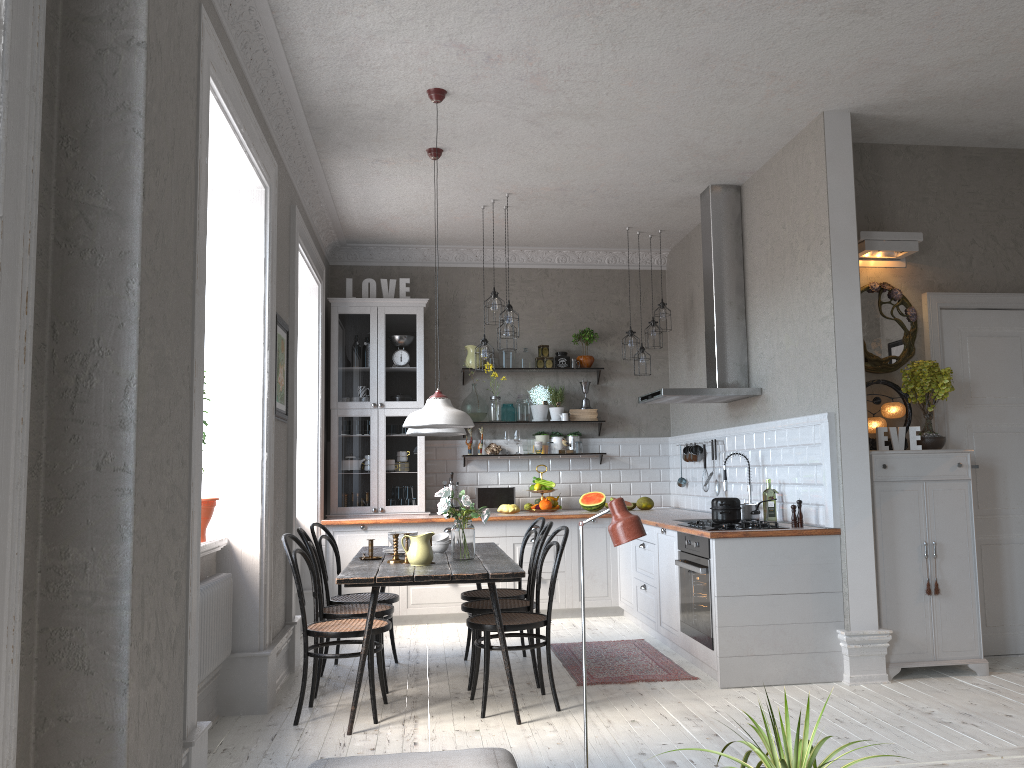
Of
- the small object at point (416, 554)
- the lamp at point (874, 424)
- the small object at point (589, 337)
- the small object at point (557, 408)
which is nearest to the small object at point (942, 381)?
the lamp at point (874, 424)

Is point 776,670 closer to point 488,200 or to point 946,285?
point 946,285

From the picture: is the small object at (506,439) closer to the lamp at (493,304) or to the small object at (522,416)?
the small object at (522,416)

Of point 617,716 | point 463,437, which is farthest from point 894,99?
point 463,437

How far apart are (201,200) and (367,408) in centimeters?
447cm

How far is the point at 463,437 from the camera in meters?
8.2

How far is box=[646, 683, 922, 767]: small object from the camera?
1.97m

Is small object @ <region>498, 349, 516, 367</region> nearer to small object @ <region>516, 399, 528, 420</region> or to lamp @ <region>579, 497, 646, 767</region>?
small object @ <region>516, 399, 528, 420</region>

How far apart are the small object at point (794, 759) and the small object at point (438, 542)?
3.3 meters

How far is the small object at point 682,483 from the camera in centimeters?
777cm
